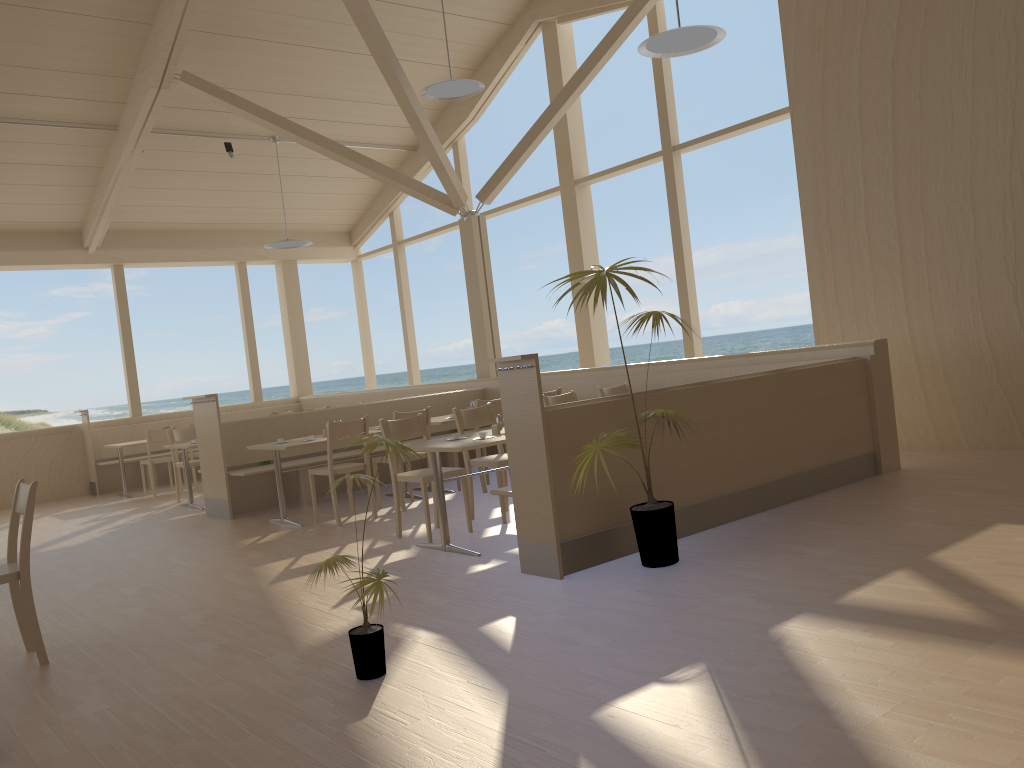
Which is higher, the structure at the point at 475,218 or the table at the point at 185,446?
the structure at the point at 475,218

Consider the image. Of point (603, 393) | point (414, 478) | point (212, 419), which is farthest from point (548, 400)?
point (212, 419)

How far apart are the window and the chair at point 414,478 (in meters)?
3.87

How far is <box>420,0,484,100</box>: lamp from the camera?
7.9 meters

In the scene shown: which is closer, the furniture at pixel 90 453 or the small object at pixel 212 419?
the small object at pixel 212 419

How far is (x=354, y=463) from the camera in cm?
695

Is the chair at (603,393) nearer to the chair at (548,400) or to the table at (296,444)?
the chair at (548,400)

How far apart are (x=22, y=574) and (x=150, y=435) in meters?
6.7

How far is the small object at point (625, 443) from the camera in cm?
414

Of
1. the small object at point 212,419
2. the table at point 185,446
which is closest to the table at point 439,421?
the small object at point 212,419
